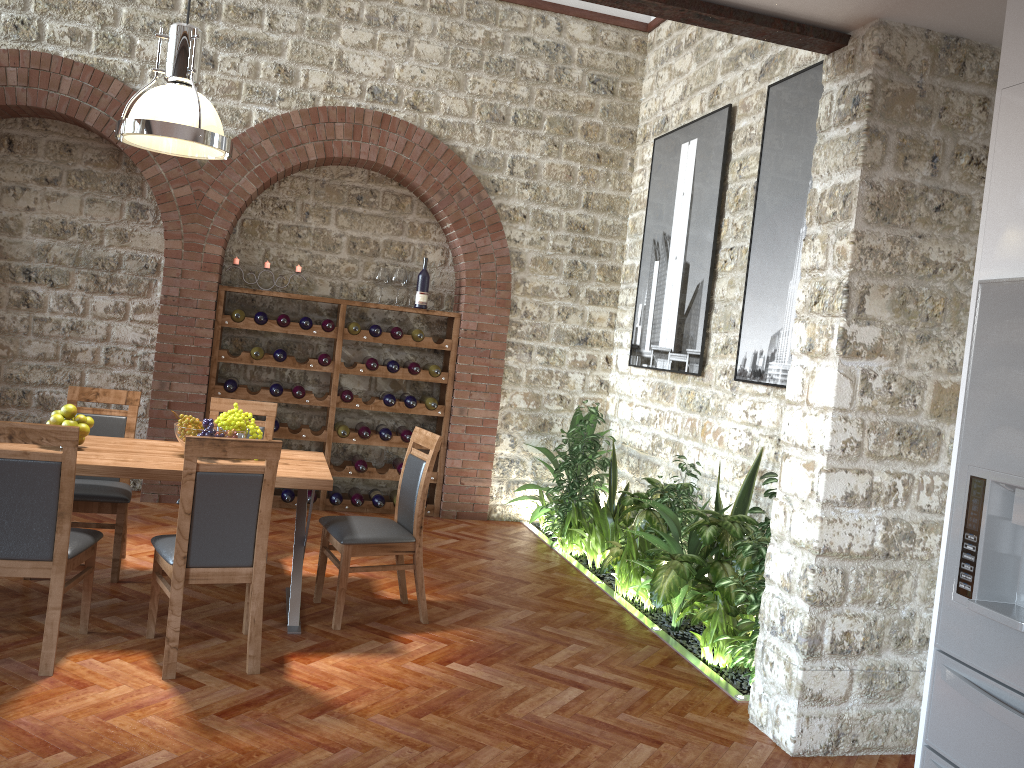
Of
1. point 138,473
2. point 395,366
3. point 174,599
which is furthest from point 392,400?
point 174,599

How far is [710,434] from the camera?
5.9m

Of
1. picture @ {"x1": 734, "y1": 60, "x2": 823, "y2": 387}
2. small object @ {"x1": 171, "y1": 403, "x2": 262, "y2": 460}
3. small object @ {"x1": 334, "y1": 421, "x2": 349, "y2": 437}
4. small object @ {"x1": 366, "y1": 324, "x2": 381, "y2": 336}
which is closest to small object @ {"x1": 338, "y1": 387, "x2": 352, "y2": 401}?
small object @ {"x1": 334, "y1": 421, "x2": 349, "y2": 437}

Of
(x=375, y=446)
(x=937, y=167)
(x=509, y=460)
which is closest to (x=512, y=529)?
(x=509, y=460)

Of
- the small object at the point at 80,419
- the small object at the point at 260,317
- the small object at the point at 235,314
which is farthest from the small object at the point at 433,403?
the small object at the point at 80,419

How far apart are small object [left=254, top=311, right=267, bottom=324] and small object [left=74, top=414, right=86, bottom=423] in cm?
263

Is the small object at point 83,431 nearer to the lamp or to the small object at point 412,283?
the lamp

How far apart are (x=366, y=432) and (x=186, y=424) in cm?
279

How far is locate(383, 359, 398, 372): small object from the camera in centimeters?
711cm

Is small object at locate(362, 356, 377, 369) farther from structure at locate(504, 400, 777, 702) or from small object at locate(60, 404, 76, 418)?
small object at locate(60, 404, 76, 418)
